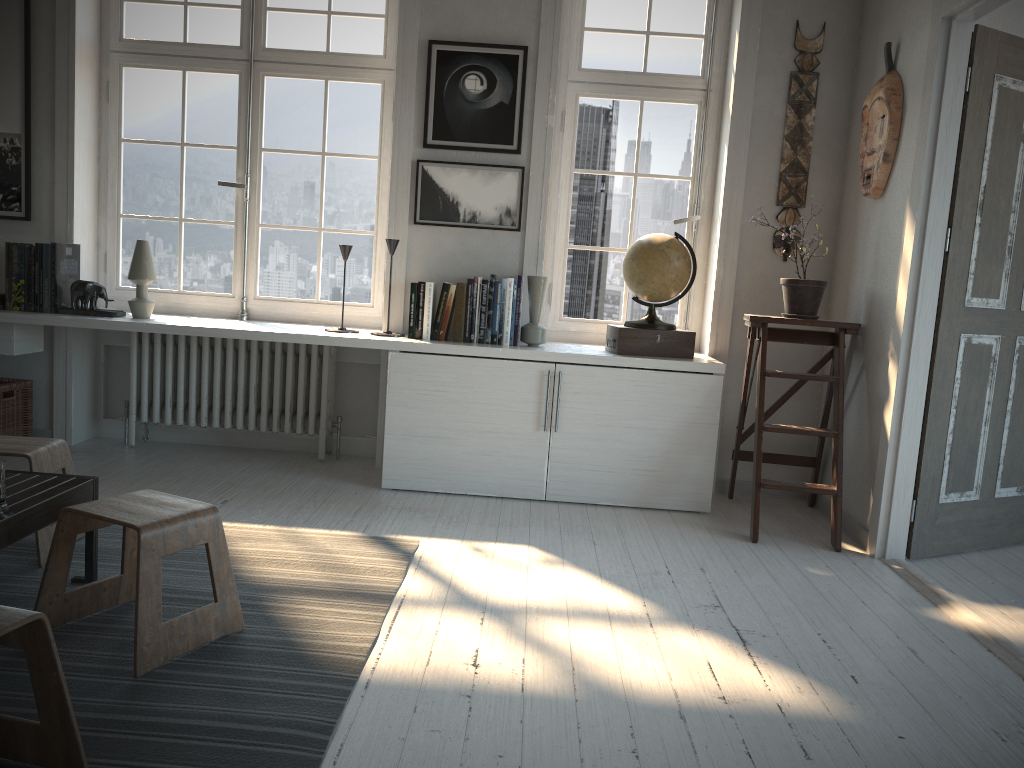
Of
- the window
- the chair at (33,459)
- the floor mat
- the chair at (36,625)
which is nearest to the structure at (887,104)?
the window

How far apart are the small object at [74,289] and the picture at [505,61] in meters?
1.6

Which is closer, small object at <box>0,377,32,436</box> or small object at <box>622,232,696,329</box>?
small object at <box>622,232,696,329</box>

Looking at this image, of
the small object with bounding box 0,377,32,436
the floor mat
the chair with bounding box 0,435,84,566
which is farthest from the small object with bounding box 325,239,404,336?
the small object with bounding box 0,377,32,436

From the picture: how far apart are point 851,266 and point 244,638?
3.02m

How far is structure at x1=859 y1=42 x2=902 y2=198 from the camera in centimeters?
353cm

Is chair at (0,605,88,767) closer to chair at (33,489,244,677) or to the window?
chair at (33,489,244,677)

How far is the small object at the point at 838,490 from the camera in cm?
354

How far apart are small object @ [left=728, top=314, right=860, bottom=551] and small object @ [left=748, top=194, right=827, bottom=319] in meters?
0.0

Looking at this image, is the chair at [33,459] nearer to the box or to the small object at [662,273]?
Answer: the box
